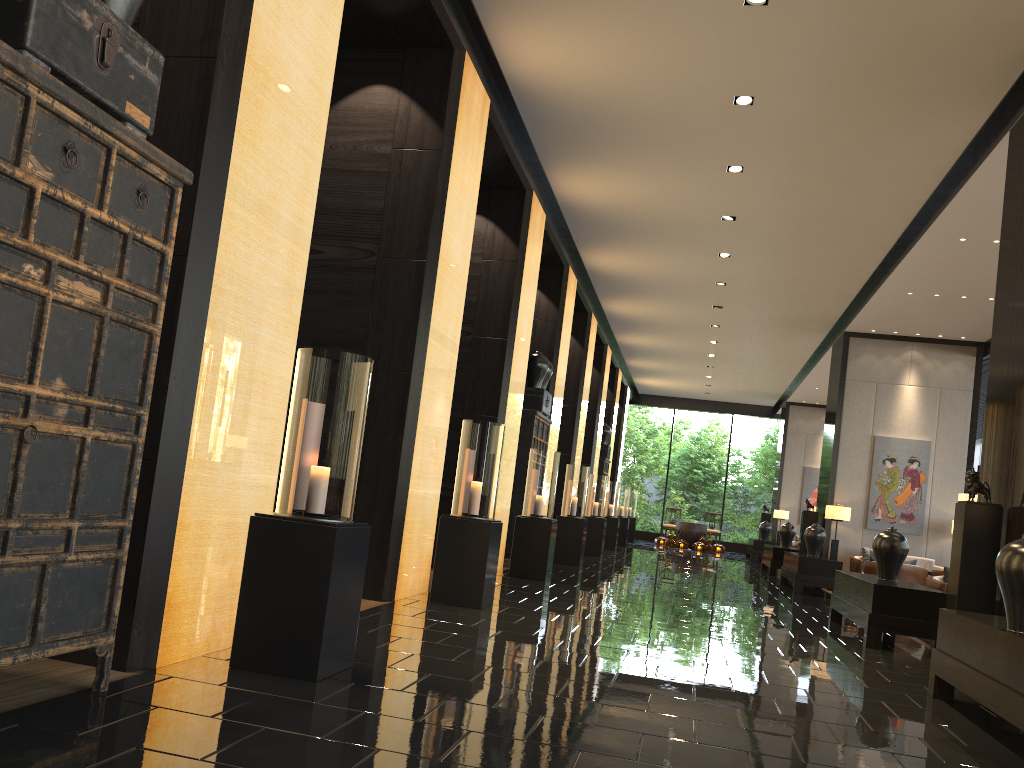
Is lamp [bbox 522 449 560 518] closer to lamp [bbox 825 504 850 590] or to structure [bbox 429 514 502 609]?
structure [bbox 429 514 502 609]

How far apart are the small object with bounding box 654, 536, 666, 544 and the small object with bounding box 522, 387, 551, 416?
13.9 meters

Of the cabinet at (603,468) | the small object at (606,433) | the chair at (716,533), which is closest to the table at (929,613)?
the cabinet at (603,468)

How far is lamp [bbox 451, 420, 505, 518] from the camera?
6.6m

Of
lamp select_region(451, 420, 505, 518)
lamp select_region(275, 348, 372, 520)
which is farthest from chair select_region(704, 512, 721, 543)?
lamp select_region(275, 348, 372, 520)

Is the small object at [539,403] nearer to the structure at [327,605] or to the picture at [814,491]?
the structure at [327,605]

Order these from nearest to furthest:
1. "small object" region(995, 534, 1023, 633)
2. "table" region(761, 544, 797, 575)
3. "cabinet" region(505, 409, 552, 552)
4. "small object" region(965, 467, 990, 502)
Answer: "small object" region(995, 534, 1023, 633) < "small object" region(965, 467, 990, 502) < "cabinet" region(505, 409, 552, 552) < "table" region(761, 544, 797, 575)

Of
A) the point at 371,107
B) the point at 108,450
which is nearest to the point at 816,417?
the point at 371,107

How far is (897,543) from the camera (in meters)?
7.89

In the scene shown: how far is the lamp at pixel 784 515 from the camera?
22.38m
